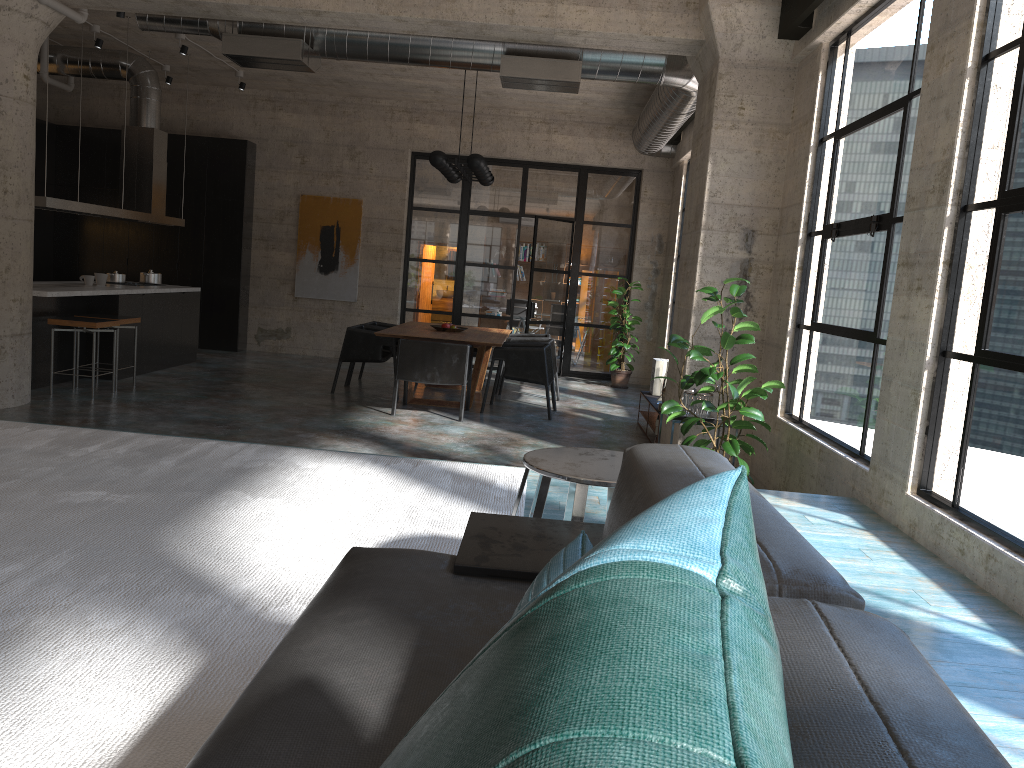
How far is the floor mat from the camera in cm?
187

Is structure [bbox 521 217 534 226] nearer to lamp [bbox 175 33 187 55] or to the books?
lamp [bbox 175 33 187 55]

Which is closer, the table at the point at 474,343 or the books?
the table at the point at 474,343

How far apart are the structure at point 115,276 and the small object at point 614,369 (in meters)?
5.97

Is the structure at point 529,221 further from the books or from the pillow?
the pillow

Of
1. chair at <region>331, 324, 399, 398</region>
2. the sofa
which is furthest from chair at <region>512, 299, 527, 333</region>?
the sofa

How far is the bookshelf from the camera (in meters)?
8.50

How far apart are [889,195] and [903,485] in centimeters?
161cm

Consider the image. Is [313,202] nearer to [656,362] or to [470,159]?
[470,159]

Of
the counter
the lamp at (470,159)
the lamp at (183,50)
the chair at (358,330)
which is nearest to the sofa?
the counter
